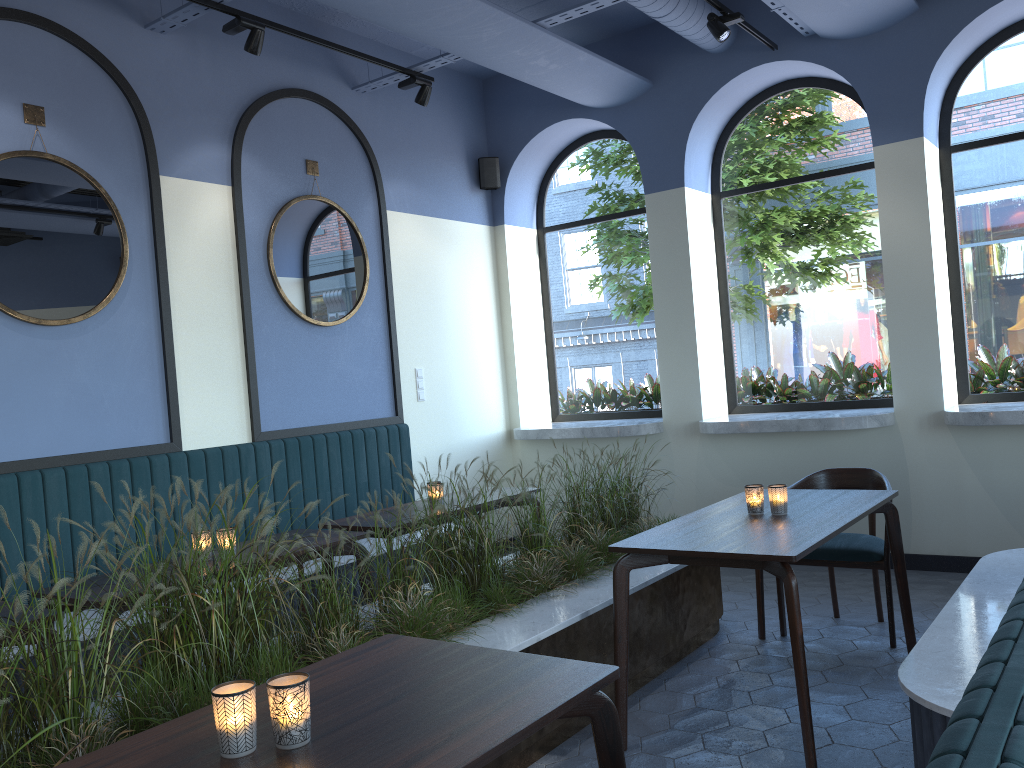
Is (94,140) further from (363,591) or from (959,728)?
(959,728)

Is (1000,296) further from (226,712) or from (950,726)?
(226,712)

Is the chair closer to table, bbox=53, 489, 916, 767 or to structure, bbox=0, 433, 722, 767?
table, bbox=53, 489, 916, 767

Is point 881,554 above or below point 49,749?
below

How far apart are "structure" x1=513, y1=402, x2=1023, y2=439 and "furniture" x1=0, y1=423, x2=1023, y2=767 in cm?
108

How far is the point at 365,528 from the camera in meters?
4.2 m

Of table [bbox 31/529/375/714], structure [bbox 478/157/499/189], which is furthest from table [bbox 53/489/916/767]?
structure [bbox 478/157/499/189]

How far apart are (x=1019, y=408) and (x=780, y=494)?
2.3 meters

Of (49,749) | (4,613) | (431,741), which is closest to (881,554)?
(431,741)

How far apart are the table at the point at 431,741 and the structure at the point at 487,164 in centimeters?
386cm
